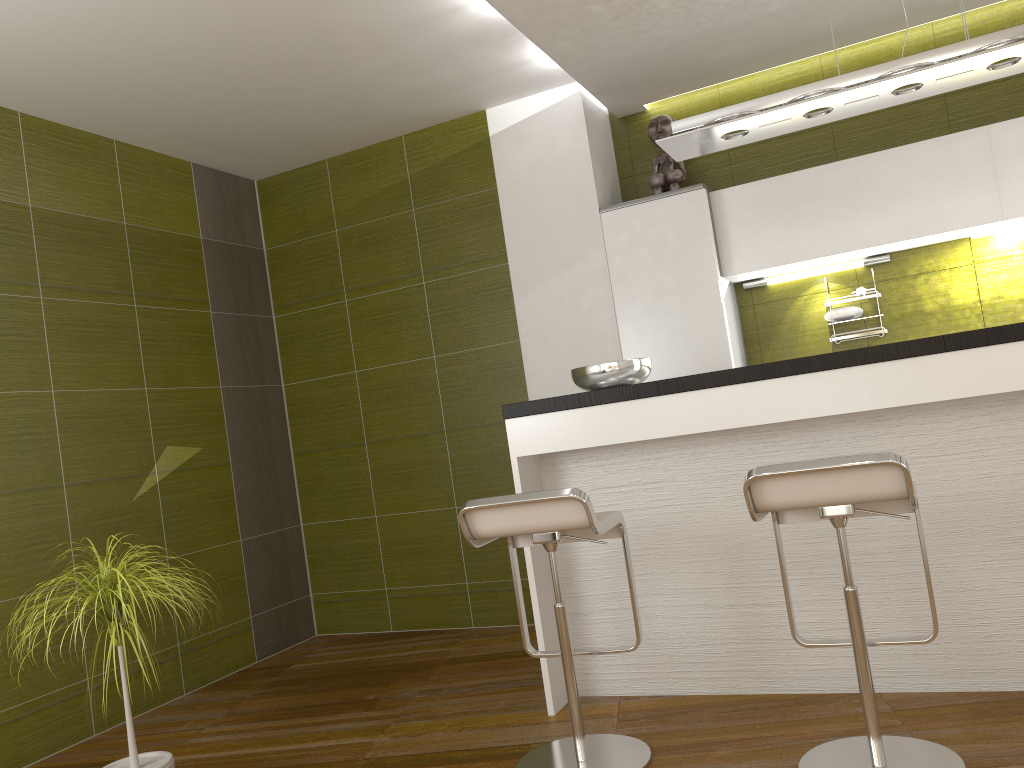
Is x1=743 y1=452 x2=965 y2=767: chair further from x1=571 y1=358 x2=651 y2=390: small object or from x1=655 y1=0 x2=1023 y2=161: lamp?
x1=655 y1=0 x2=1023 y2=161: lamp

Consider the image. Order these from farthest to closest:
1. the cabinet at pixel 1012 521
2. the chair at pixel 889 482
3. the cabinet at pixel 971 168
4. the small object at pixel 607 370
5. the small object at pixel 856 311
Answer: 1. the small object at pixel 856 311
2. the cabinet at pixel 971 168
3. the small object at pixel 607 370
4. the cabinet at pixel 1012 521
5. the chair at pixel 889 482

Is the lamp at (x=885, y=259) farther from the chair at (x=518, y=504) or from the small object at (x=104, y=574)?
the small object at (x=104, y=574)

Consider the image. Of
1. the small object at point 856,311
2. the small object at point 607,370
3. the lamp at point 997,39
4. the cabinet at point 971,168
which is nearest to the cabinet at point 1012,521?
the small object at point 607,370

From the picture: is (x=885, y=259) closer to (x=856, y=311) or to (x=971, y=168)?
(x=856, y=311)

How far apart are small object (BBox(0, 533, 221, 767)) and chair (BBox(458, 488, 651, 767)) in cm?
95

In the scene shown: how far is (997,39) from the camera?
2.8 meters

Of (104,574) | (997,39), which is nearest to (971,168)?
(997,39)

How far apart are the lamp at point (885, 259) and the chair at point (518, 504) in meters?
2.2

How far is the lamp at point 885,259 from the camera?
4.4 meters
